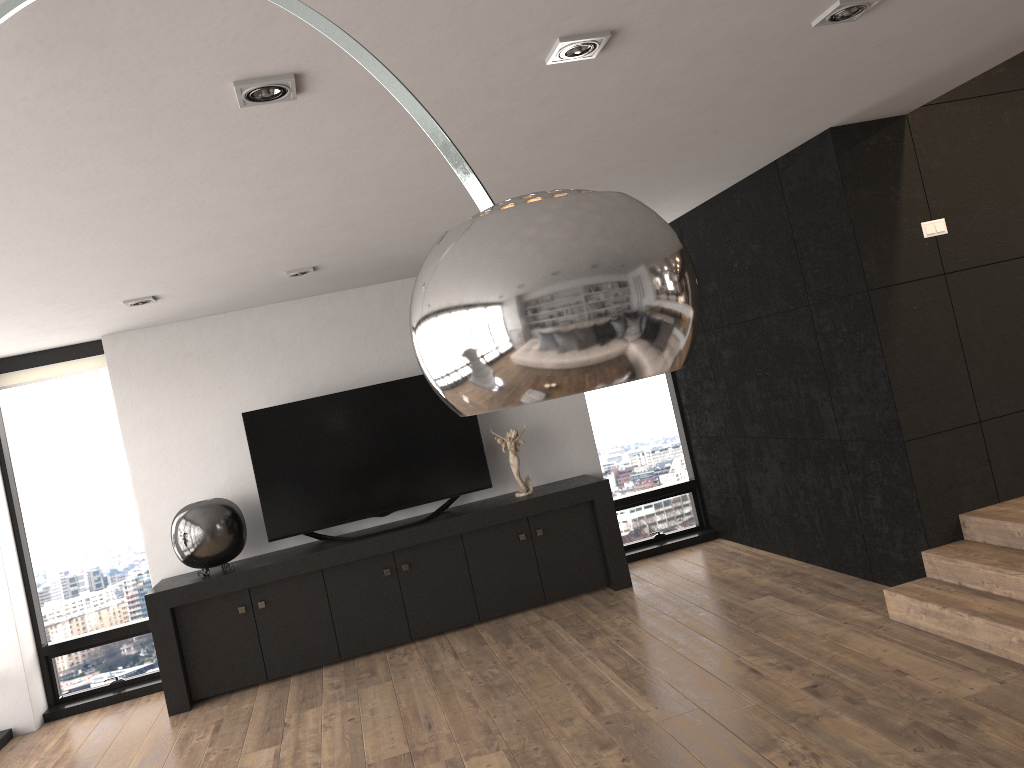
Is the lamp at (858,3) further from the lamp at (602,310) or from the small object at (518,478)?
the small object at (518,478)

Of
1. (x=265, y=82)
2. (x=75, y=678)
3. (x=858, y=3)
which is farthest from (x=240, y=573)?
(x=858, y=3)

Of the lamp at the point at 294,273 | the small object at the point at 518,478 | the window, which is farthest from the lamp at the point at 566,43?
the window

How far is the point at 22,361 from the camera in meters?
6.0 m

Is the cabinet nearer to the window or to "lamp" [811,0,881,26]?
the window

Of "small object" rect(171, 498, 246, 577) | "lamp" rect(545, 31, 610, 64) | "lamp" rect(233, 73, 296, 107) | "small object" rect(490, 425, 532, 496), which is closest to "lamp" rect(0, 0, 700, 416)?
"lamp" rect(233, 73, 296, 107)

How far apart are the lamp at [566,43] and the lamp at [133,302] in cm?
324

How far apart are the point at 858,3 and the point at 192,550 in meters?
4.7

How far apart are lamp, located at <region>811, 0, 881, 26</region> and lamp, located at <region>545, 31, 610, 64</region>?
0.7m

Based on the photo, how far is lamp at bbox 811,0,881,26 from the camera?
2.7m
